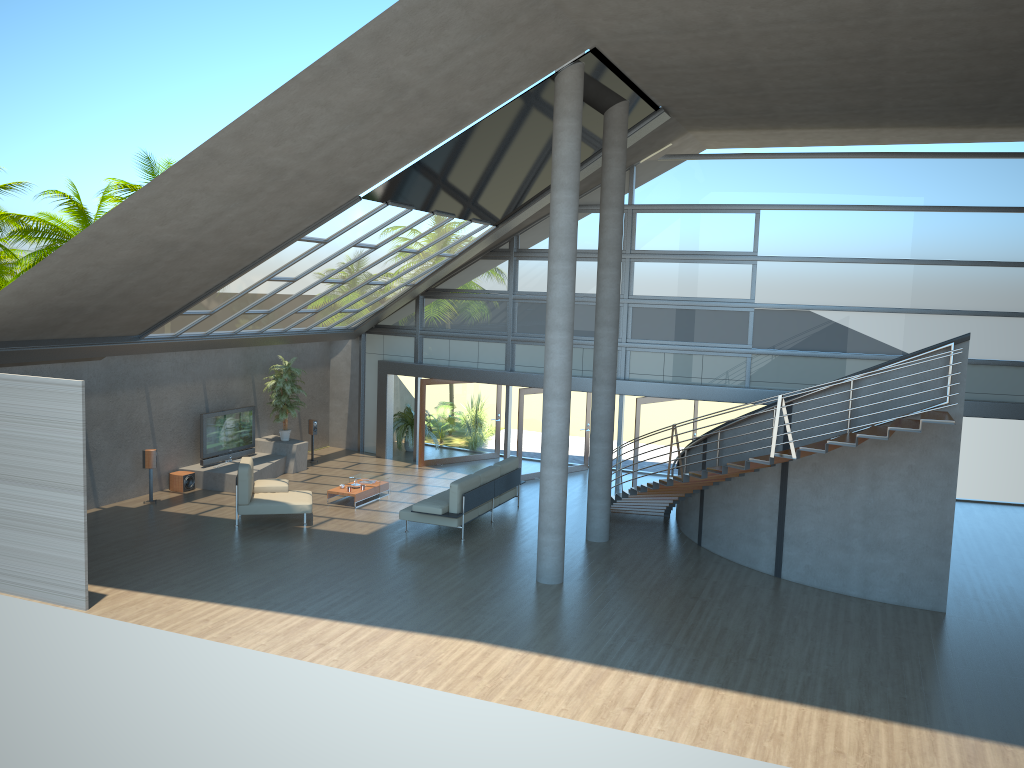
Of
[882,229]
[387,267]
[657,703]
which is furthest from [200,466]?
[882,229]

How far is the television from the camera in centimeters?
1728cm

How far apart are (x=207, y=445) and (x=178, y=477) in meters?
0.9 m

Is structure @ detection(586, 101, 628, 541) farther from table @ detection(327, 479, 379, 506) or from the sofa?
table @ detection(327, 479, 379, 506)

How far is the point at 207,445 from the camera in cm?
1728

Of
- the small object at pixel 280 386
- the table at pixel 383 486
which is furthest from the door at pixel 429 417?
the table at pixel 383 486

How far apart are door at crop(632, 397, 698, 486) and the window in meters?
0.5 m

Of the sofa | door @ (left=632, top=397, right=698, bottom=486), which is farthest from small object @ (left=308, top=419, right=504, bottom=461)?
door @ (left=632, top=397, right=698, bottom=486)

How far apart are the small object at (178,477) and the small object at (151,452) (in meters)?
0.98

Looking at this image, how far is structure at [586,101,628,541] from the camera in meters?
13.7 m
